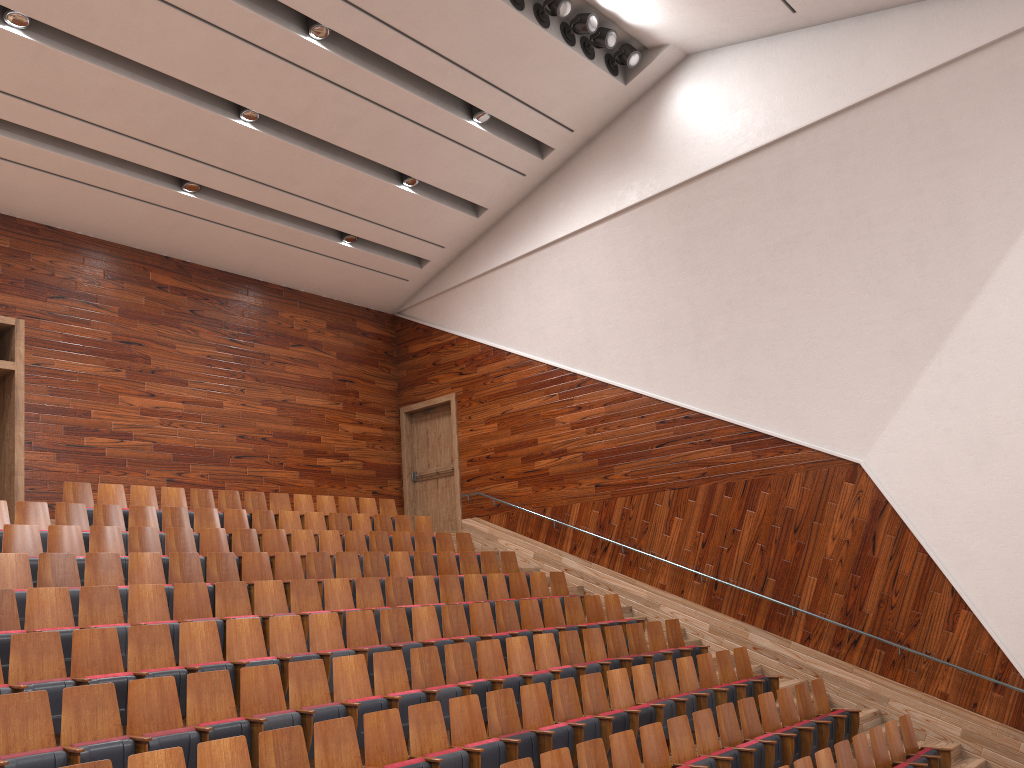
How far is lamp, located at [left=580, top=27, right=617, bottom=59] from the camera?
1.14m

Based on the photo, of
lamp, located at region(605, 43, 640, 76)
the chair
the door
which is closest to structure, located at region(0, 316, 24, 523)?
the chair

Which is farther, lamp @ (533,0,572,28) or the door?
the door

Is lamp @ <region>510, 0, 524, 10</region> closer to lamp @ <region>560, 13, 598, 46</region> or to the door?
lamp @ <region>560, 13, 598, 46</region>

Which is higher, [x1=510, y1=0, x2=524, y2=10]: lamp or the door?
[x1=510, y1=0, x2=524, y2=10]: lamp

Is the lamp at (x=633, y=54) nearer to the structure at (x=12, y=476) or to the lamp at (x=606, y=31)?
the lamp at (x=606, y=31)

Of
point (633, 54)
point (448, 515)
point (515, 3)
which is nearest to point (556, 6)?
point (515, 3)

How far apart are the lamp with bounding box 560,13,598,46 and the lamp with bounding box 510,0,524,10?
0.1m

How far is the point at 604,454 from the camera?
1.27m

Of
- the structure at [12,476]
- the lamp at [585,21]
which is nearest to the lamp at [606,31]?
the lamp at [585,21]
